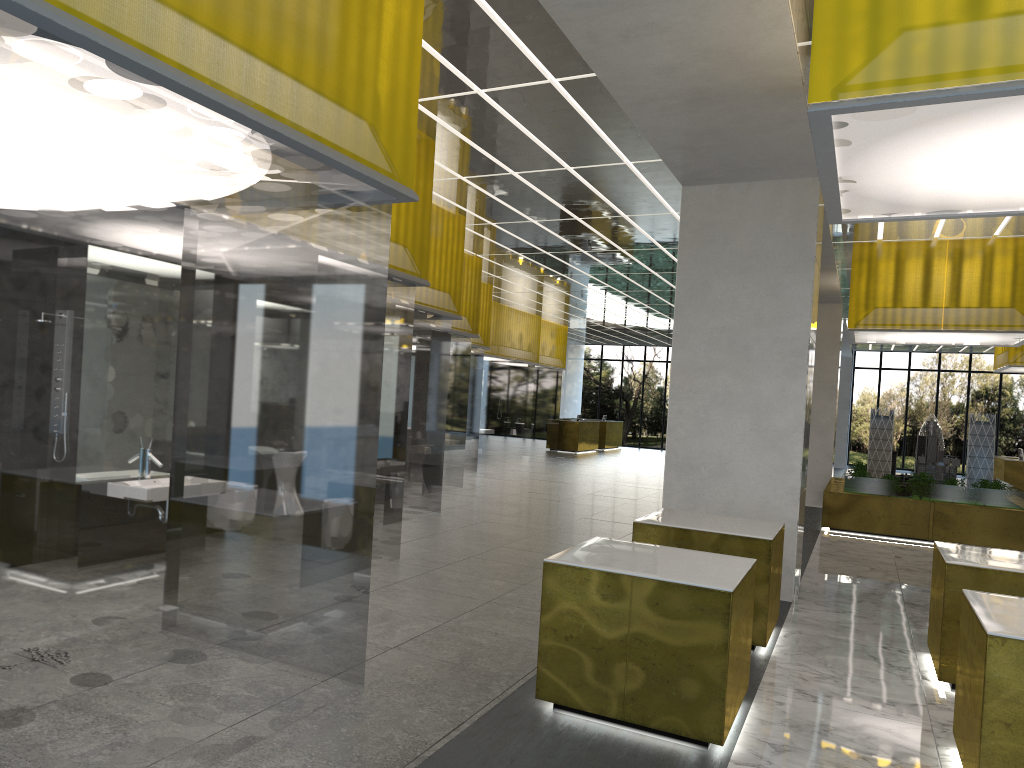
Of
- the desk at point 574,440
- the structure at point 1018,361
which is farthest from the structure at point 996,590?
the desk at point 574,440

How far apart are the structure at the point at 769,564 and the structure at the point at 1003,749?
2.28m

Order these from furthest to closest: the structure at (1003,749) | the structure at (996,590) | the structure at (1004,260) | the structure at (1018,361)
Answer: the structure at (1018,361) → the structure at (1004,260) → the structure at (996,590) → the structure at (1003,749)

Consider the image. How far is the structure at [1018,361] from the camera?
27.26m

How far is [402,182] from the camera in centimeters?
660cm

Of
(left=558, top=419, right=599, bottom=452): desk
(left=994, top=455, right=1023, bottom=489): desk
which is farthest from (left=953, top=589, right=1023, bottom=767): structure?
(left=558, top=419, right=599, bottom=452): desk

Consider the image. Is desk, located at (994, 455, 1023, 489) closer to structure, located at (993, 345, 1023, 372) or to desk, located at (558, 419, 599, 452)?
structure, located at (993, 345, 1023, 372)

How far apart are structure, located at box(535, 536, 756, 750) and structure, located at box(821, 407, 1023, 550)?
12.94m

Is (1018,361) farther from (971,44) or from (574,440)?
(971,44)

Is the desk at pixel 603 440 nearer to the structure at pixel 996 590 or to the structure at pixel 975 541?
the structure at pixel 975 541
